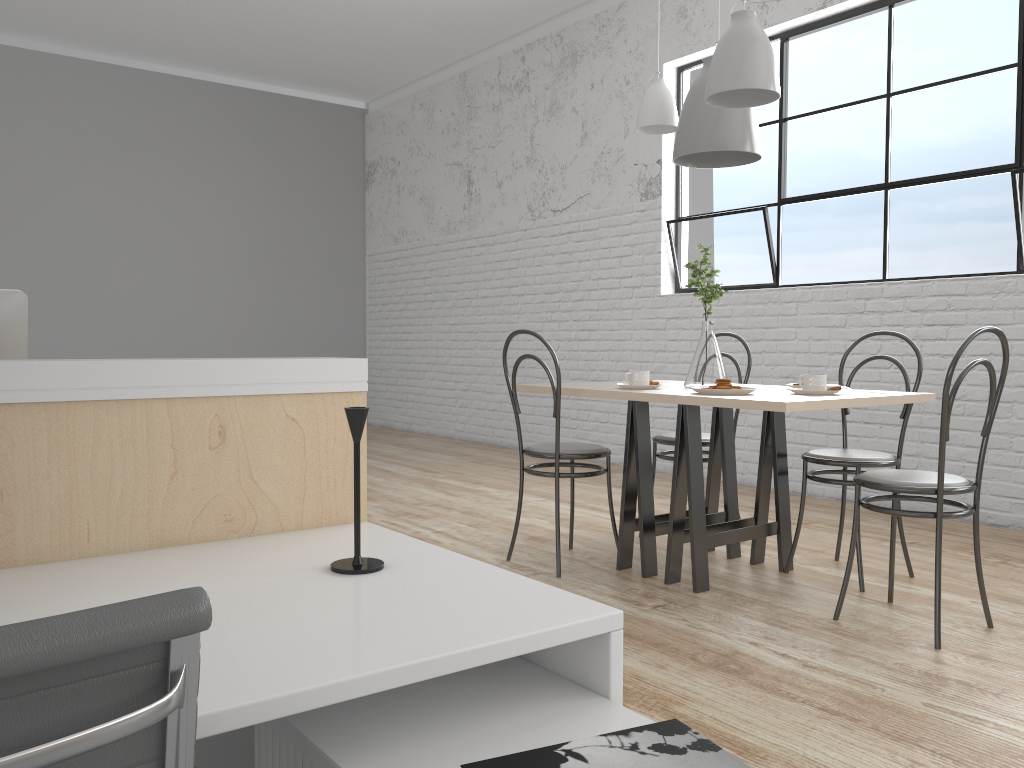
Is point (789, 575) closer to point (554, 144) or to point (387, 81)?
point (554, 144)

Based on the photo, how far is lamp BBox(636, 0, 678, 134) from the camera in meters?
2.8 m

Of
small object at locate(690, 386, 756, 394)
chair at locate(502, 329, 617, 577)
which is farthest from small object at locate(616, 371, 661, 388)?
small object at locate(690, 386, 756, 394)

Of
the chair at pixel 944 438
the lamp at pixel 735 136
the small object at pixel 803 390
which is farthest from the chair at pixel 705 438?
the lamp at pixel 735 136

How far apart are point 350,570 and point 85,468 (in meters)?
0.39

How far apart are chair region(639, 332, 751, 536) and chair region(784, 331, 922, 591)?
0.38m

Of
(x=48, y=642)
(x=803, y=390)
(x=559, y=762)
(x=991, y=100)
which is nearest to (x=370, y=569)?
(x=559, y=762)

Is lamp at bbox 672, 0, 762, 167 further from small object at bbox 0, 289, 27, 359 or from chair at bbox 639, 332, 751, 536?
small object at bbox 0, 289, 27, 359

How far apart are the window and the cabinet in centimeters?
292cm

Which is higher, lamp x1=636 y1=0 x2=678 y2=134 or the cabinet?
lamp x1=636 y1=0 x2=678 y2=134
